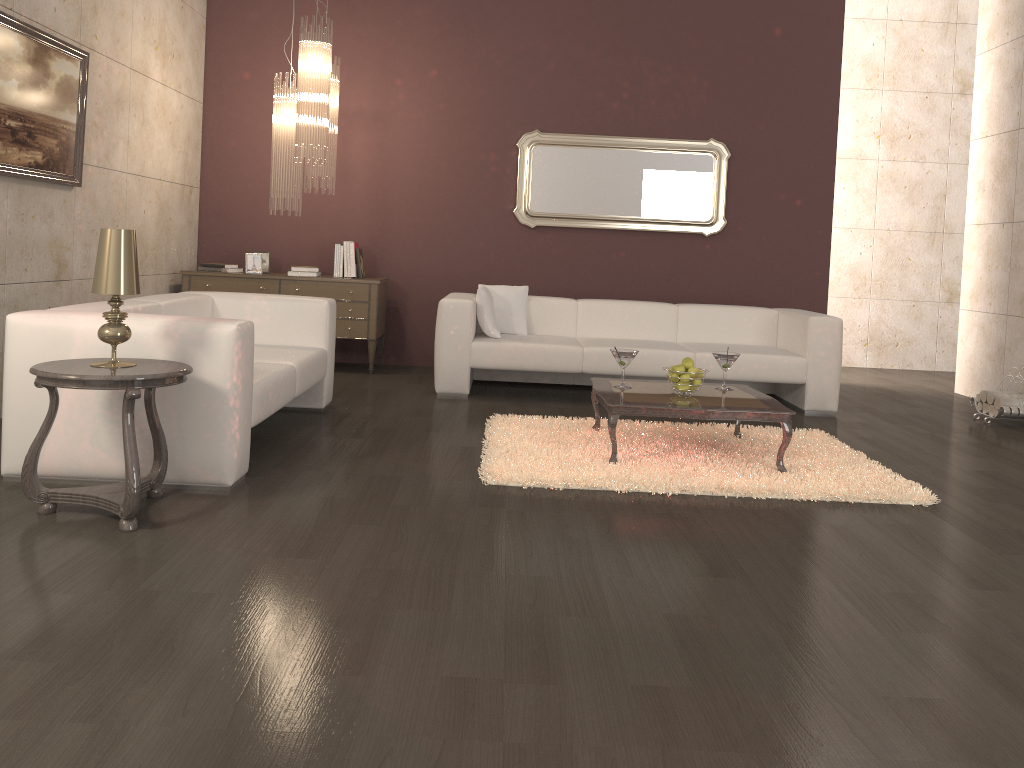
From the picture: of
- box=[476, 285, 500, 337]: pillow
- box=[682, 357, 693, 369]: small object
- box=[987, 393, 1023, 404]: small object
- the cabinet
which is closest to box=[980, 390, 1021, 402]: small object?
box=[987, 393, 1023, 404]: small object

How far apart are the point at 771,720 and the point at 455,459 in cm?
243

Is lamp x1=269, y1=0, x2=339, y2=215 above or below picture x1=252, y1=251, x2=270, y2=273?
above

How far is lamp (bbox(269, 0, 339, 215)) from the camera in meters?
5.9 m

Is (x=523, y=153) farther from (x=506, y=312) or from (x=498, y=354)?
(x=498, y=354)

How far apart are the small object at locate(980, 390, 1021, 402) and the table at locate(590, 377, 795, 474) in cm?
235

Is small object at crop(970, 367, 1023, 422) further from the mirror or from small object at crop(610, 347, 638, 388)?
small object at crop(610, 347, 638, 388)

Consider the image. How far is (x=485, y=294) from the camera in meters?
6.0 m

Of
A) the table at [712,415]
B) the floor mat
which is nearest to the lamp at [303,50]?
the floor mat

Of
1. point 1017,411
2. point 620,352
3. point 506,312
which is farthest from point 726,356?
point 1017,411
